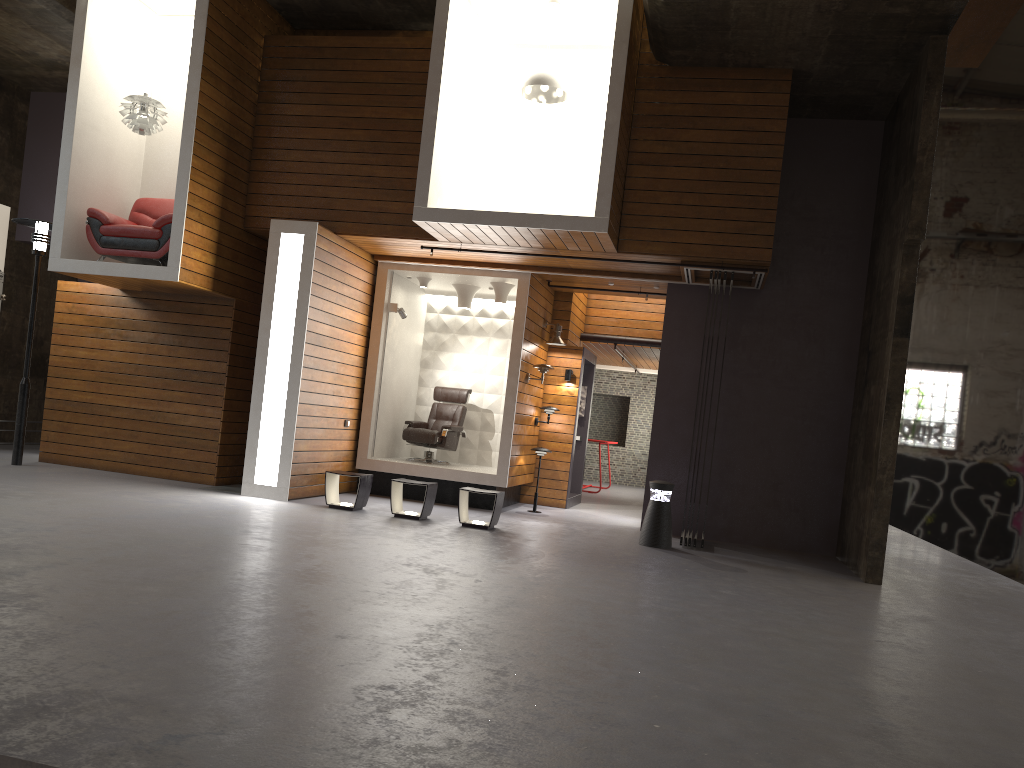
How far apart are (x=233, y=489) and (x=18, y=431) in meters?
2.6 m

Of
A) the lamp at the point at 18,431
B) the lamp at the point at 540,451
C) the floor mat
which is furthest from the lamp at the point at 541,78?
the lamp at the point at 18,431

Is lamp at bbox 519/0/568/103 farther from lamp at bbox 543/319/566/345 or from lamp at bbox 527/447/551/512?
lamp at bbox 527/447/551/512

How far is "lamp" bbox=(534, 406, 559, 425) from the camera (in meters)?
12.13

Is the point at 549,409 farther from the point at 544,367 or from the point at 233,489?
the point at 233,489

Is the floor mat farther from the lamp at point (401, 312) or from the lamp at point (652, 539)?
the lamp at point (652, 539)

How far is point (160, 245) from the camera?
9.6m

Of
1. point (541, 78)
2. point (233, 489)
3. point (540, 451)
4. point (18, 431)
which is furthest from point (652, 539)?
point (18, 431)

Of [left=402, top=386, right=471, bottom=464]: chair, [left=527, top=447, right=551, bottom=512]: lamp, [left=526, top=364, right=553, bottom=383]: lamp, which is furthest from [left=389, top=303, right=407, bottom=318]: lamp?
[left=527, top=447, right=551, bottom=512]: lamp

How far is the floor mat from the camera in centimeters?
1020cm
